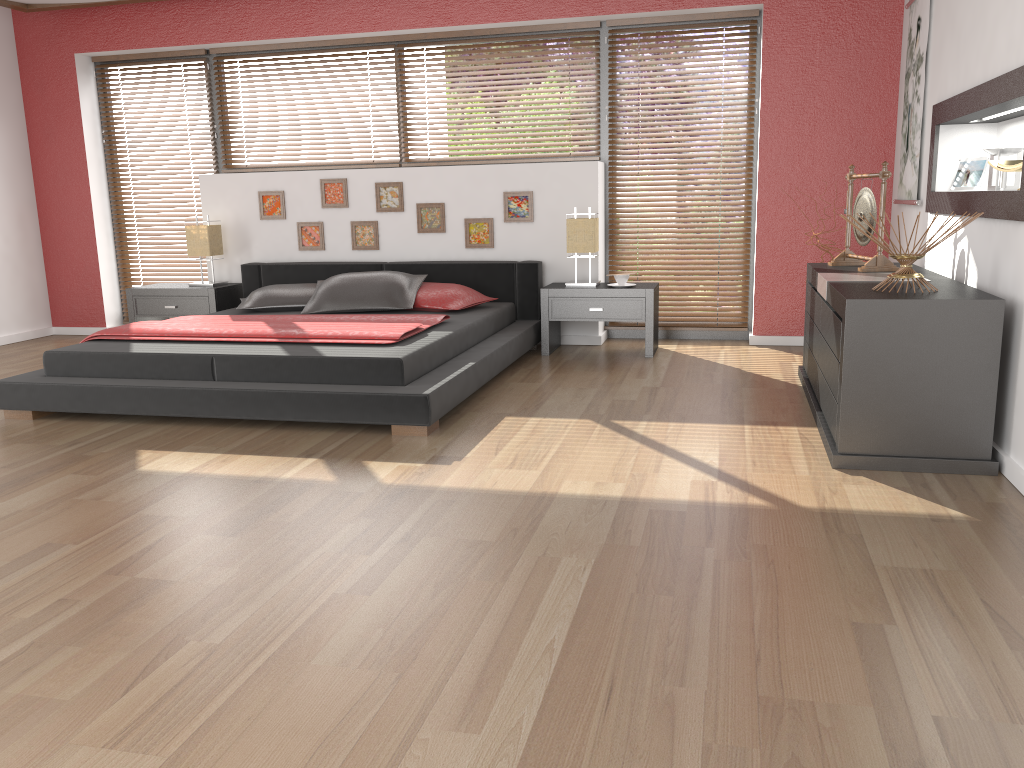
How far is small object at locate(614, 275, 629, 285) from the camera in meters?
5.5

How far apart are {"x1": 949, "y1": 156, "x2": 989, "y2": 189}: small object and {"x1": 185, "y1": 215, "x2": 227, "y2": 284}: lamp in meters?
4.6

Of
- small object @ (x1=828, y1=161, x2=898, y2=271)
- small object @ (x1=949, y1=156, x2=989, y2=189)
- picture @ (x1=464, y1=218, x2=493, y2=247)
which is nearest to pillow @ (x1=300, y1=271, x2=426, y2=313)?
picture @ (x1=464, y1=218, x2=493, y2=247)

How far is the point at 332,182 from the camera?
6.2 meters

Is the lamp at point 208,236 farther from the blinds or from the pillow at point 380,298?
the pillow at point 380,298

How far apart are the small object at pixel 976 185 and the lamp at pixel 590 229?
2.1m

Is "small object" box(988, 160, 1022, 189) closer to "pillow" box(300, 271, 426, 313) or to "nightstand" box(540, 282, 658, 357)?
"nightstand" box(540, 282, 658, 357)

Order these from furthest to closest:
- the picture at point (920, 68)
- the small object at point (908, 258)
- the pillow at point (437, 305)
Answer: the pillow at point (437, 305) → the picture at point (920, 68) → the small object at point (908, 258)

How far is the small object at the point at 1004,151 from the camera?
3.64m

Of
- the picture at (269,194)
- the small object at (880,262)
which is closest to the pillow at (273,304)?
the picture at (269,194)
